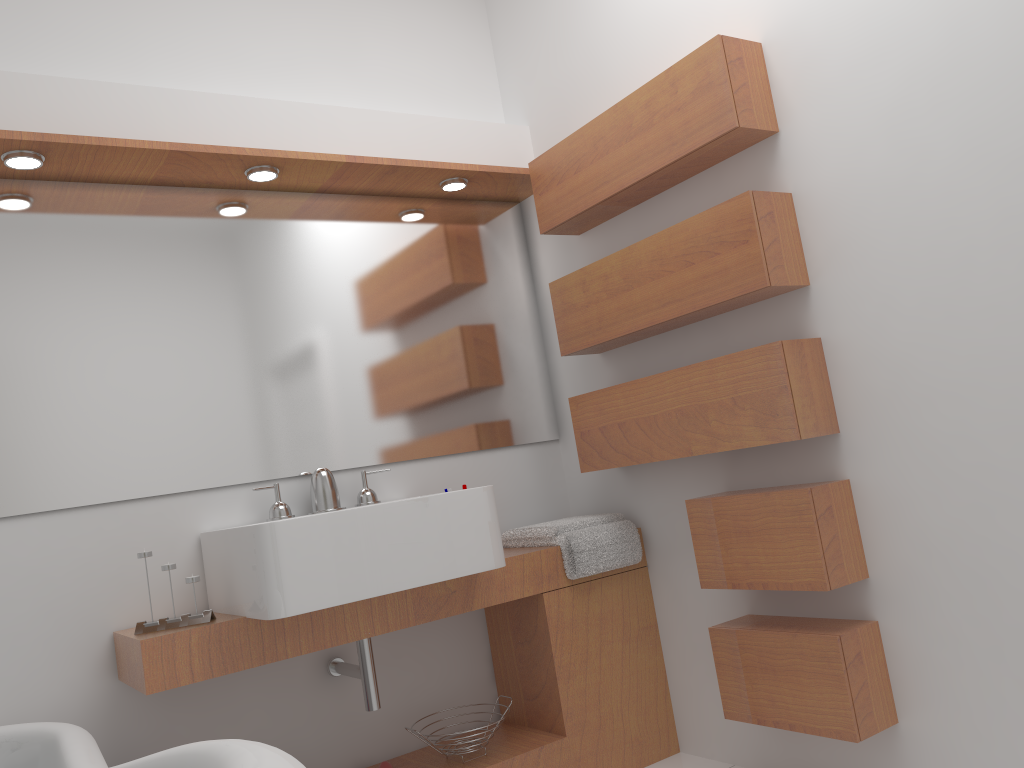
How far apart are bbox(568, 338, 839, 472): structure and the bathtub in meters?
1.4

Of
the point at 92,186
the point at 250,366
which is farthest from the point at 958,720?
the point at 92,186

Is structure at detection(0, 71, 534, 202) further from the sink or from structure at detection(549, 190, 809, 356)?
the sink

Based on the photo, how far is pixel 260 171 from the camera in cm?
254

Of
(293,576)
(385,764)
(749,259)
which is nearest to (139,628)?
(293,576)

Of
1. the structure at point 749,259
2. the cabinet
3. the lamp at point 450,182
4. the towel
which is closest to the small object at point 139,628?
the cabinet

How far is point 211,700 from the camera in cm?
240

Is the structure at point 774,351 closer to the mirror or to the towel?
the towel

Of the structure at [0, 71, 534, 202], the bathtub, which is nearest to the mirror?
the structure at [0, 71, 534, 202]

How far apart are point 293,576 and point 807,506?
1.2 meters
